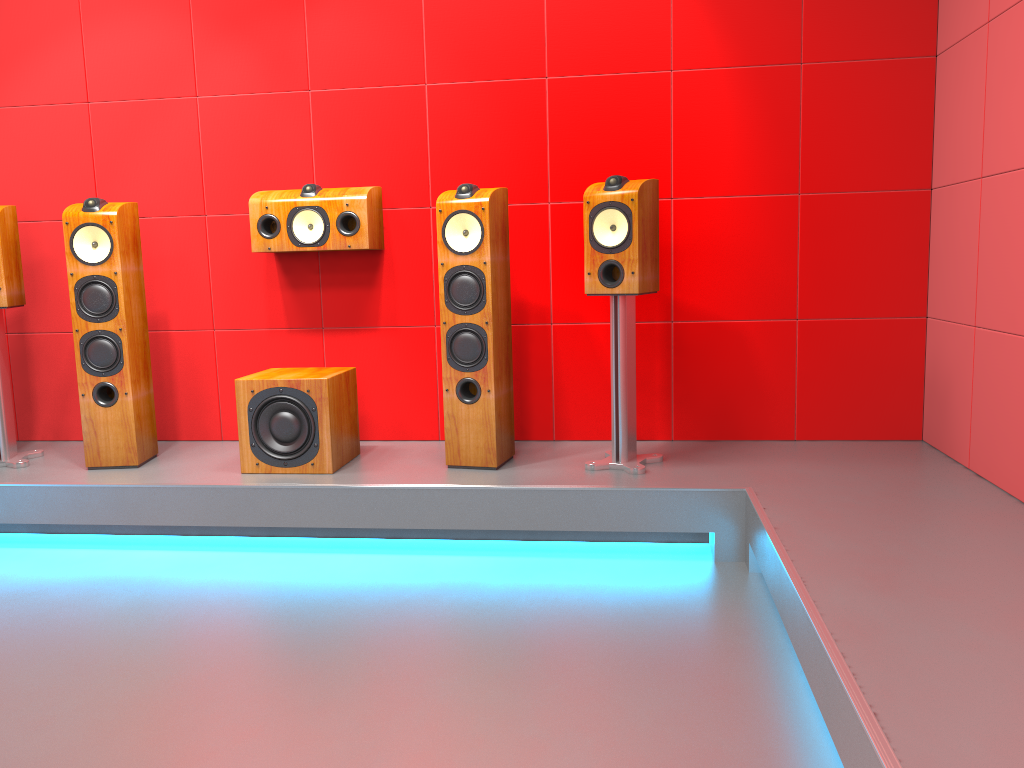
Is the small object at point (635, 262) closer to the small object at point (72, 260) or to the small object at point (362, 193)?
the small object at point (362, 193)

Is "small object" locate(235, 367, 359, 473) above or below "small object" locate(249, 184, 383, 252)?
below

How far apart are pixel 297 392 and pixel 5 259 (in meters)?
1.33

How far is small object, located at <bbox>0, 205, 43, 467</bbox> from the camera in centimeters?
349cm

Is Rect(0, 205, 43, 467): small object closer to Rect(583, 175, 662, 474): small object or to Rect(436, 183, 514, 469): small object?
Rect(436, 183, 514, 469): small object

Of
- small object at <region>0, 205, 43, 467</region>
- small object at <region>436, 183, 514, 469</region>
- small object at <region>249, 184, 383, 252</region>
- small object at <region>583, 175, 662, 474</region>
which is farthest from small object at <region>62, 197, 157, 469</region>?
small object at <region>583, 175, 662, 474</region>

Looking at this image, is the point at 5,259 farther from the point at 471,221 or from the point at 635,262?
the point at 635,262

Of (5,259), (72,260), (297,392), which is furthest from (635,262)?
(5,259)

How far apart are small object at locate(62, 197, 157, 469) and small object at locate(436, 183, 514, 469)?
1.2 meters

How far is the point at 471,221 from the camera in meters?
3.2 m
